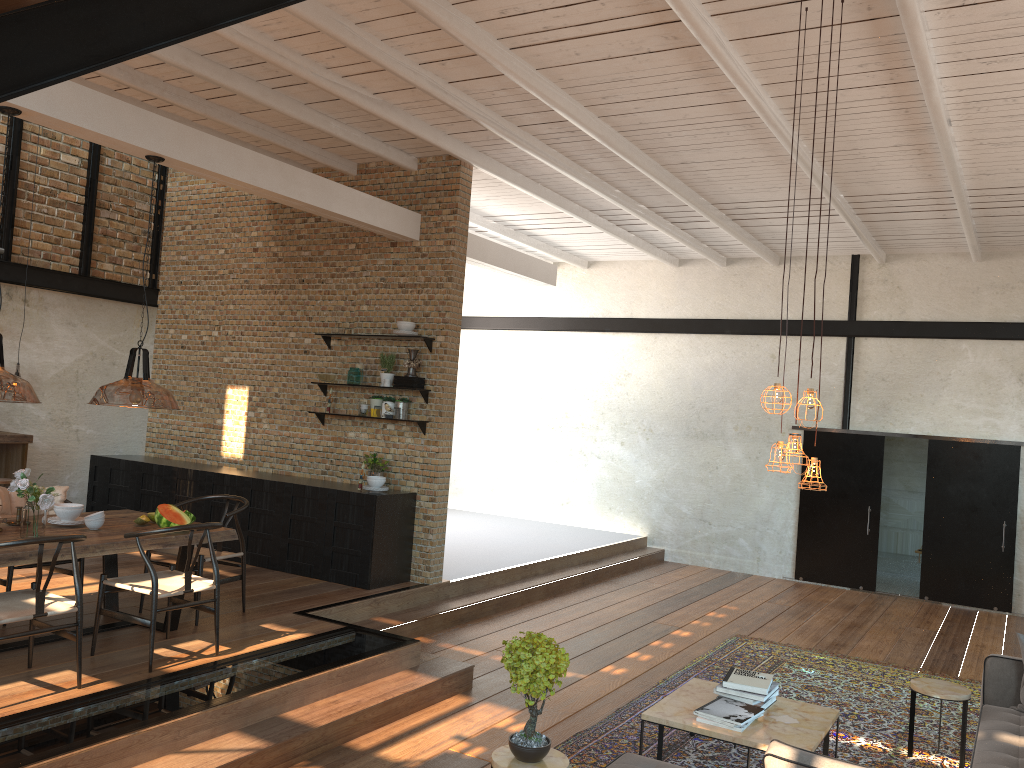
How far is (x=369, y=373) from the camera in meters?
8.7 m

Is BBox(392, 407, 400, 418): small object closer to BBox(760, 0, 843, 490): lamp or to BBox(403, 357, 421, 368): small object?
BBox(403, 357, 421, 368): small object

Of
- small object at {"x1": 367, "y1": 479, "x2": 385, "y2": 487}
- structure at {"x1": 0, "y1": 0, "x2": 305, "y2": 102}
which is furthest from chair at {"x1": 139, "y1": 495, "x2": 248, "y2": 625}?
structure at {"x1": 0, "y1": 0, "x2": 305, "y2": 102}

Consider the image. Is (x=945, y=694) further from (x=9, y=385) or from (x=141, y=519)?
(x=9, y=385)

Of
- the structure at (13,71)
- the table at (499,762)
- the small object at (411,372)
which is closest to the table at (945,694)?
the table at (499,762)

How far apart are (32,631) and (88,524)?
1.2m

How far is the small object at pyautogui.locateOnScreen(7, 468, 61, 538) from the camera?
5.2m

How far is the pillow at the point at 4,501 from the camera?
6.28m

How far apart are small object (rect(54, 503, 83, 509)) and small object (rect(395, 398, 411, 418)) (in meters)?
3.16

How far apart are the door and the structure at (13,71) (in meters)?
10.19
